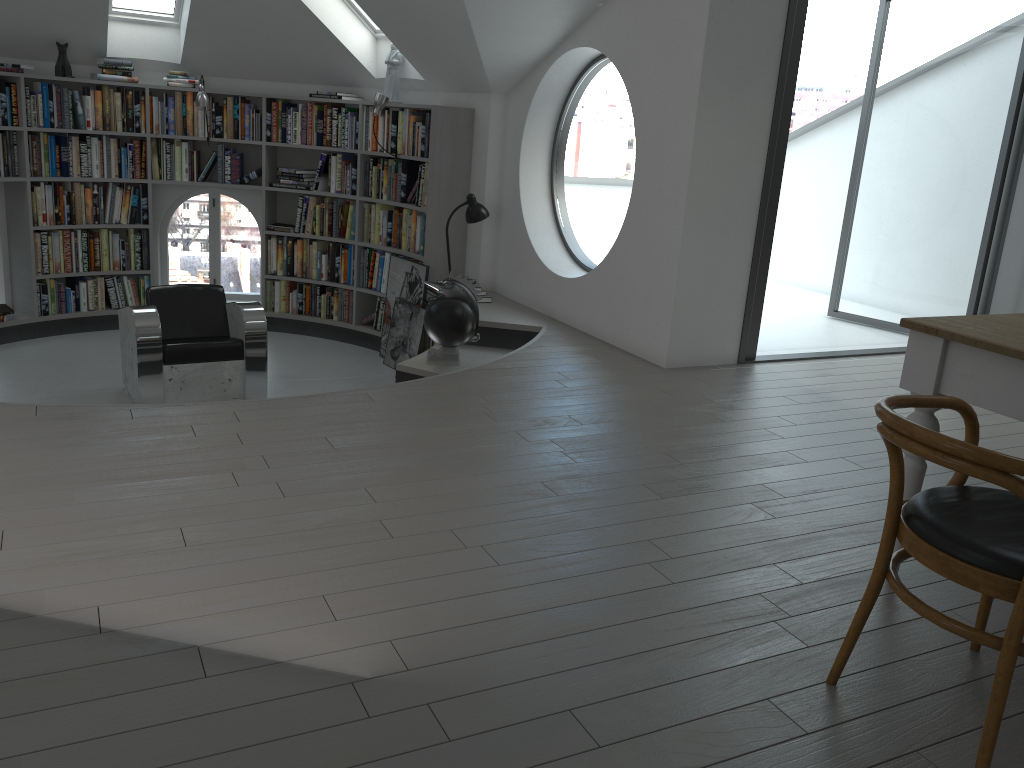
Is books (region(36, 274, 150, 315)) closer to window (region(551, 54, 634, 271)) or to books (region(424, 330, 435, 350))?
books (region(424, 330, 435, 350))

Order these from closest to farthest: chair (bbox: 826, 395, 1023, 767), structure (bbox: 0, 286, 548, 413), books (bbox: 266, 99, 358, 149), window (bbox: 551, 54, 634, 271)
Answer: chair (bbox: 826, 395, 1023, 767) → structure (bbox: 0, 286, 548, 413) → books (bbox: 266, 99, 358, 149) → window (bbox: 551, 54, 634, 271)

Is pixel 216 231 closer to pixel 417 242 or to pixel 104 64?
pixel 104 64

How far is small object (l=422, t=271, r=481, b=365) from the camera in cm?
522

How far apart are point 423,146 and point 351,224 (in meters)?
1.14

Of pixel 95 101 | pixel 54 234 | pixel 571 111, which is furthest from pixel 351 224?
pixel 571 111

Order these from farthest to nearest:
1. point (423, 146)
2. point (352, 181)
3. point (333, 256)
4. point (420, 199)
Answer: point (333, 256), point (352, 181), point (420, 199), point (423, 146)

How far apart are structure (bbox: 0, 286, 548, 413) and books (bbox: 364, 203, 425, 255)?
0.73m

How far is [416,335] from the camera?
6.8 meters

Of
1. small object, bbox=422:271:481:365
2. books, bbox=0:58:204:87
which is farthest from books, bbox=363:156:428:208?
small object, bbox=422:271:481:365
